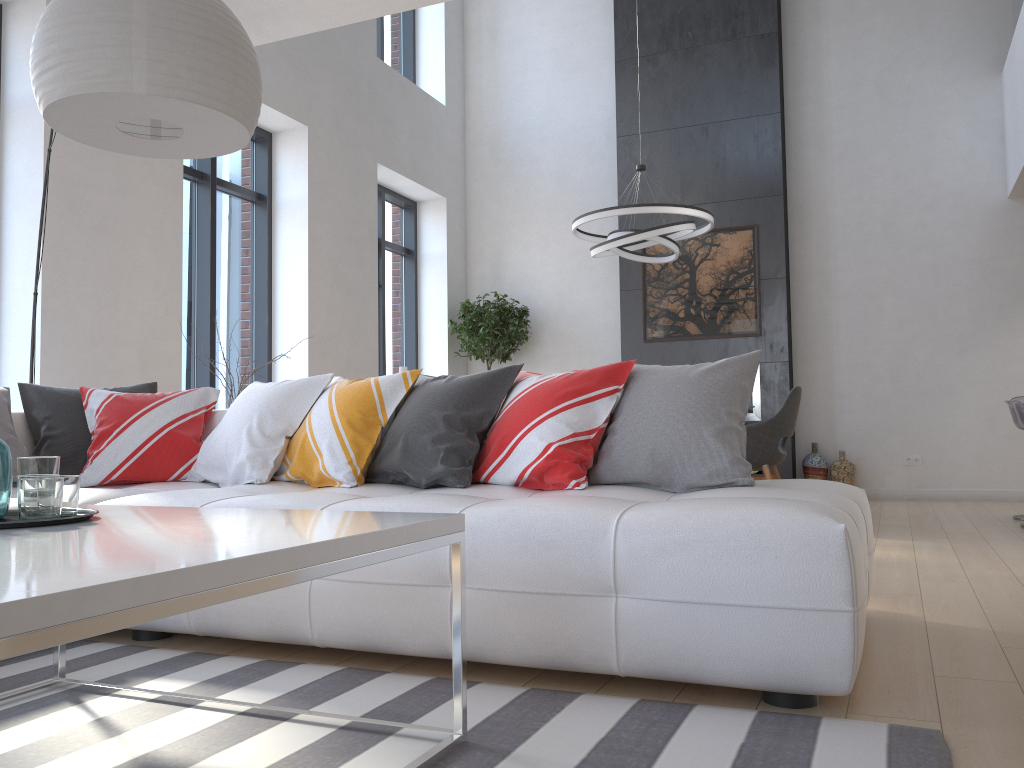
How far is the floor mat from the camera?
1.6m

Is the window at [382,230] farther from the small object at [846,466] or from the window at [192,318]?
the small object at [846,466]

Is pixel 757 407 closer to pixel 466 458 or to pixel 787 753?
pixel 466 458

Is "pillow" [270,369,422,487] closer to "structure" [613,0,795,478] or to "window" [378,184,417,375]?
"window" [378,184,417,375]

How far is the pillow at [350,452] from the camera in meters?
3.0 m

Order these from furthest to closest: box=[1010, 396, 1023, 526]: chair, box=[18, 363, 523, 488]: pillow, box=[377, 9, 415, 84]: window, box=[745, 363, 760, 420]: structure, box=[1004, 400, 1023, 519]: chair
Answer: box=[377, 9, 415, 84]: window → box=[745, 363, 760, 420]: structure → box=[1004, 400, 1023, 519]: chair → box=[1010, 396, 1023, 526]: chair → box=[18, 363, 523, 488]: pillow

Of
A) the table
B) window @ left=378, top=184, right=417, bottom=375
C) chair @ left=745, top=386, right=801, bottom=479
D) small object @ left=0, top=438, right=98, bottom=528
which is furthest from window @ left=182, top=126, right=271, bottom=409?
small object @ left=0, top=438, right=98, bottom=528

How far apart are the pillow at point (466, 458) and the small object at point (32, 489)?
1.2 meters

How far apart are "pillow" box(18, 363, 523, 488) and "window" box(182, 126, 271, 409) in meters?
2.5

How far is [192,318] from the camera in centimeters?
628cm
